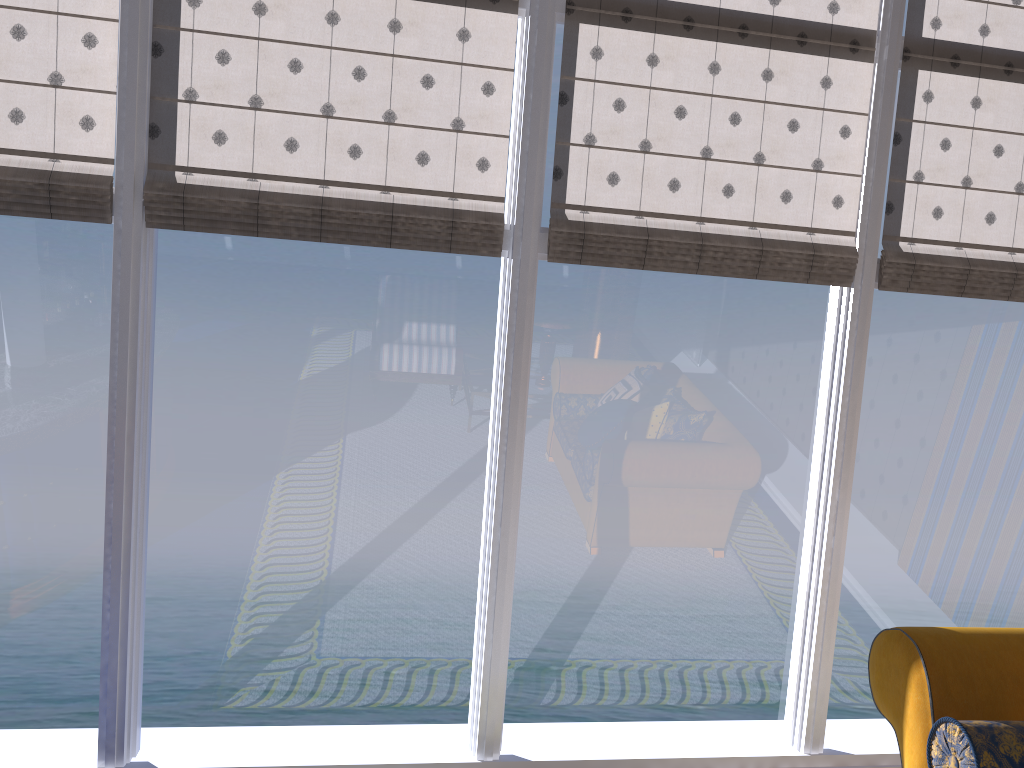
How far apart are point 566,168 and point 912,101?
1.6 meters

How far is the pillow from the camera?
2.0m

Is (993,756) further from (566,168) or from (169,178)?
(169,178)

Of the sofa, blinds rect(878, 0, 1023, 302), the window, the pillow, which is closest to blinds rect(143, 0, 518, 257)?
the window

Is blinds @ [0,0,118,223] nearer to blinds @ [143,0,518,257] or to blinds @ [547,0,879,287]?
blinds @ [143,0,518,257]

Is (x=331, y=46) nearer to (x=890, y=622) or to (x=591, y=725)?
(x=591, y=725)

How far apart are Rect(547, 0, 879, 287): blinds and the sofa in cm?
170

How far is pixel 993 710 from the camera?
2.3m

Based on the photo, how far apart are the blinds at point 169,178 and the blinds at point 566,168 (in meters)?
0.21

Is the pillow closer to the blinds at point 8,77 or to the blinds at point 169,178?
the blinds at point 169,178
